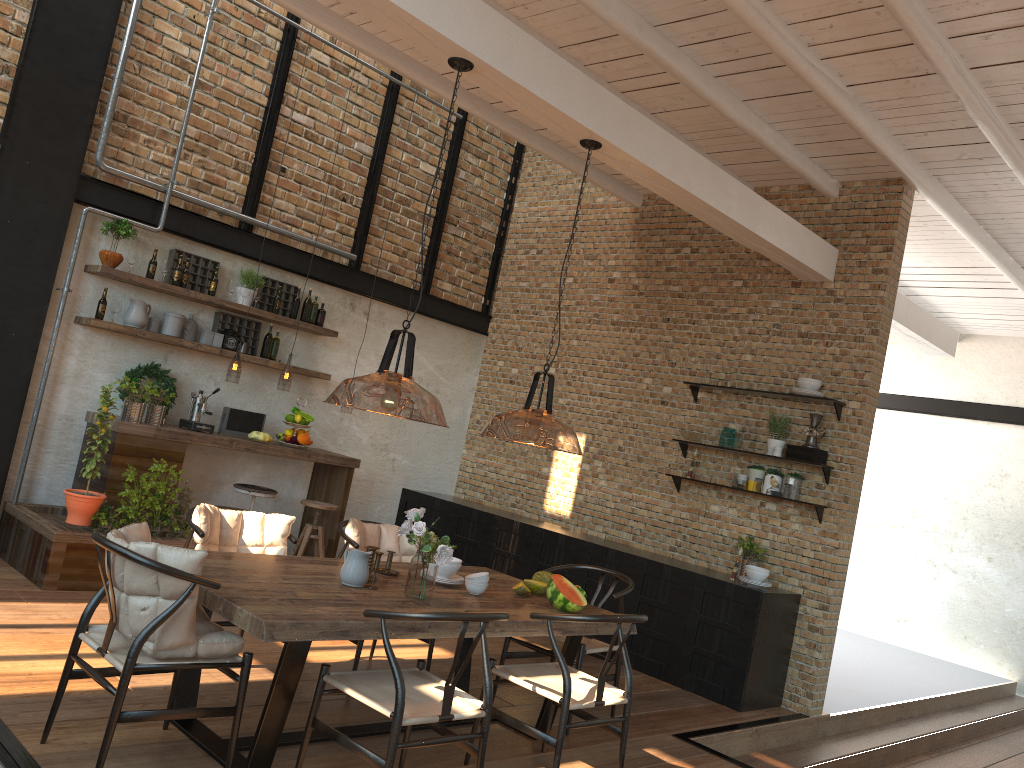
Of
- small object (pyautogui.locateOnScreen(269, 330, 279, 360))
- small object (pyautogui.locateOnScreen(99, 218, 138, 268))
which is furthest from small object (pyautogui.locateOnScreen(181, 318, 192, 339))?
small object (pyautogui.locateOnScreen(269, 330, 279, 360))

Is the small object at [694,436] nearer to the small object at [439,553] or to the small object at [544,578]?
the small object at [544,578]

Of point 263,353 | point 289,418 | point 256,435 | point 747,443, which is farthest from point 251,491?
point 747,443

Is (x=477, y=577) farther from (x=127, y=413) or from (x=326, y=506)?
(x=127, y=413)

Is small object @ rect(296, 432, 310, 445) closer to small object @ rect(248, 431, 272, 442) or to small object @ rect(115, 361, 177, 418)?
small object @ rect(248, 431, 272, 442)

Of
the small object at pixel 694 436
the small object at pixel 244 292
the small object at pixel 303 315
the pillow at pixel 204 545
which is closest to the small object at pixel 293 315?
the small object at pixel 303 315

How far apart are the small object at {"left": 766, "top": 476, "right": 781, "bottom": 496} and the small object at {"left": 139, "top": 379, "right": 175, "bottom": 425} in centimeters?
469cm

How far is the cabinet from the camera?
6.3 meters

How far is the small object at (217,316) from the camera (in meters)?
7.40

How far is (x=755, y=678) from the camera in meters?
6.3
